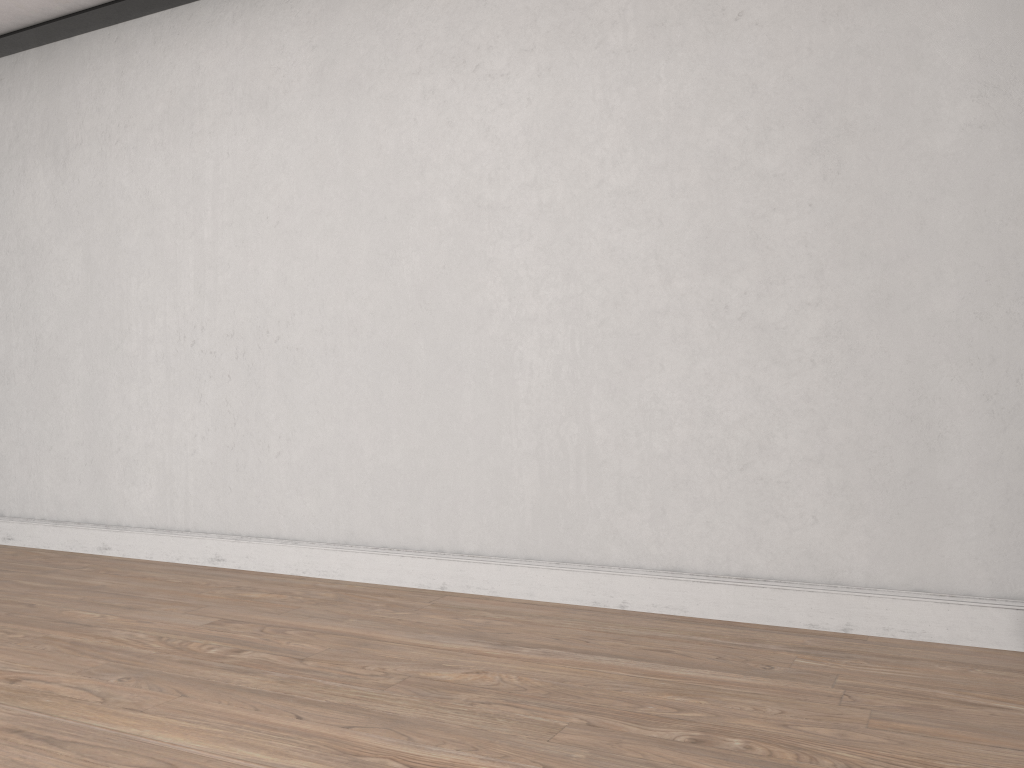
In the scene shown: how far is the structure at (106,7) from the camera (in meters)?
3.92

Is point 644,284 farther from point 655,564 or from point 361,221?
point 361,221

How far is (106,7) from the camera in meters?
3.9

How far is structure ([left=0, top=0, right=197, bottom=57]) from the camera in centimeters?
392cm
